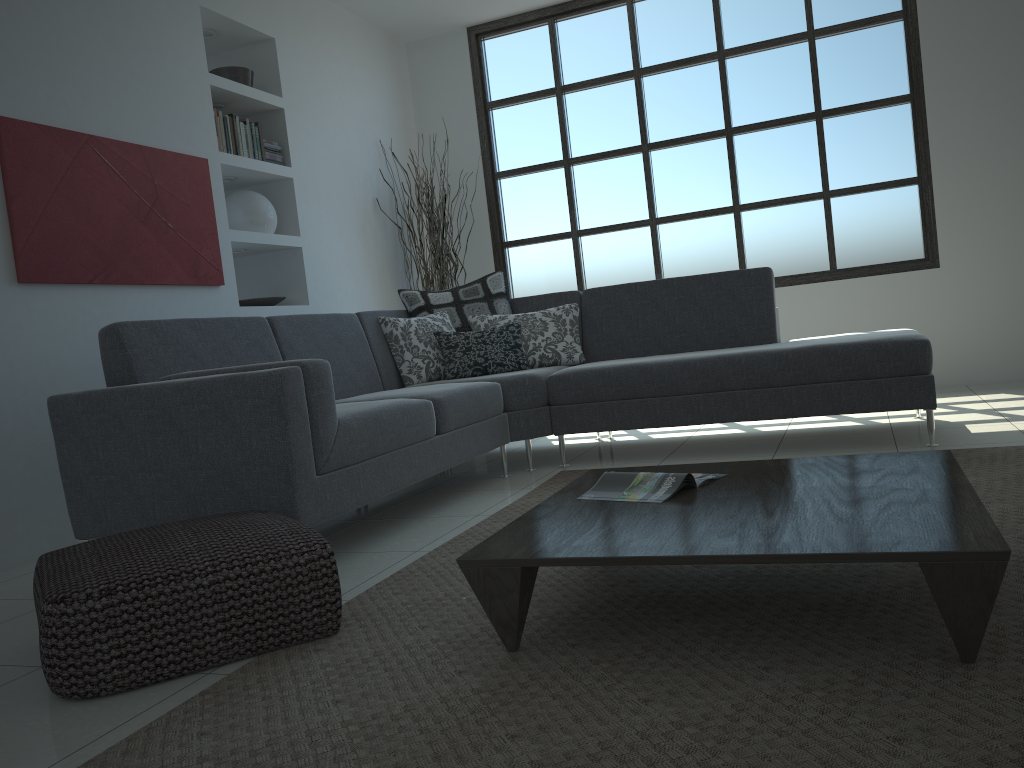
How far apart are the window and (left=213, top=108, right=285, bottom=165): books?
1.92m

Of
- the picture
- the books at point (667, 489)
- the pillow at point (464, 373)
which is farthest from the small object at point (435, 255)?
the books at point (667, 489)

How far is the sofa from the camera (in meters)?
2.68

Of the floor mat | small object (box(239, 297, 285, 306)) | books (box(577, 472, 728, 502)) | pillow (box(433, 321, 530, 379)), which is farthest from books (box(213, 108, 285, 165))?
books (box(577, 472, 728, 502))

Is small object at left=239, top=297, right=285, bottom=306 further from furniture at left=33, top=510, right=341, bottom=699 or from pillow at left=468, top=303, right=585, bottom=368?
furniture at left=33, top=510, right=341, bottom=699

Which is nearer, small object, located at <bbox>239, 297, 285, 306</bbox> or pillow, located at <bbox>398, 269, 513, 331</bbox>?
pillow, located at <bbox>398, 269, 513, 331</bbox>

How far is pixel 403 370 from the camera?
4.6 meters

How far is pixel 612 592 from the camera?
2.2m

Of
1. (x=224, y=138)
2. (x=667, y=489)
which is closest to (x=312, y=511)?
(x=667, y=489)

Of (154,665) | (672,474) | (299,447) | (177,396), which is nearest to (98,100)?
(177,396)
